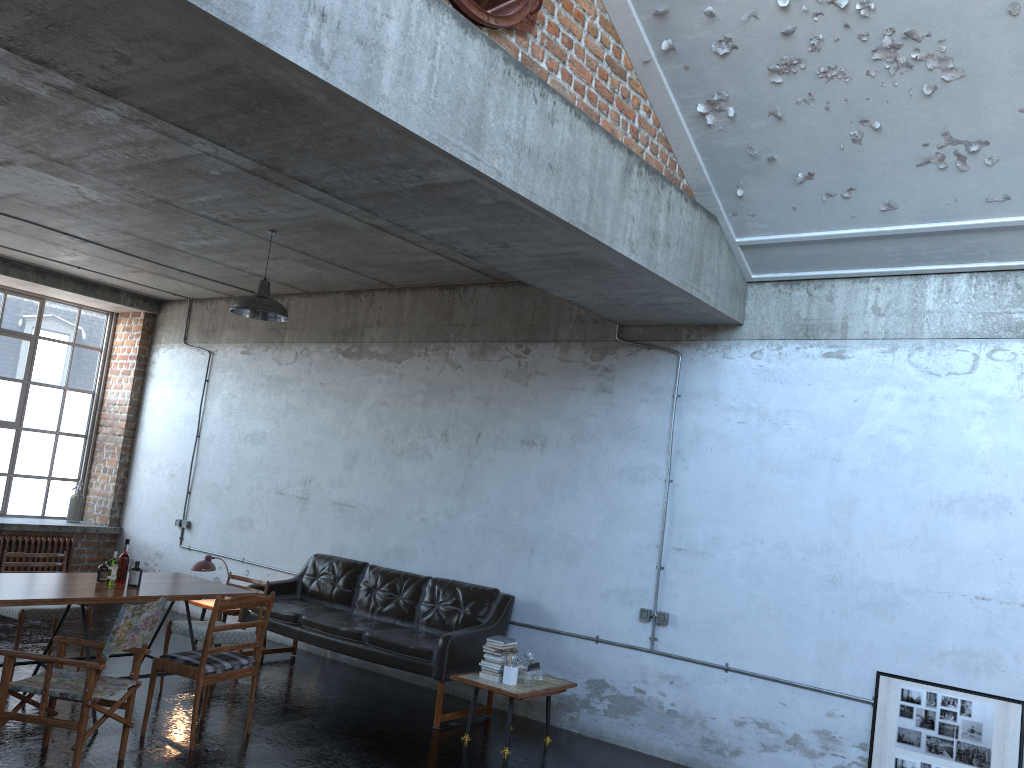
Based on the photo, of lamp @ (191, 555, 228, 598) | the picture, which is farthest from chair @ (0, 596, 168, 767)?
the picture

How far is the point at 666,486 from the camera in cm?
718

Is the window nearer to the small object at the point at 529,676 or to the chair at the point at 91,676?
the chair at the point at 91,676

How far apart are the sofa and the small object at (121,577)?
1.9m

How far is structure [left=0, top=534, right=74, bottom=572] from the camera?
10.4m

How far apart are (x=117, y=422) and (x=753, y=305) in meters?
8.7 m

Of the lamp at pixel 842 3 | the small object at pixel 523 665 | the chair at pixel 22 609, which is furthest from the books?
the lamp at pixel 842 3

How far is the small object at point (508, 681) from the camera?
6.70m

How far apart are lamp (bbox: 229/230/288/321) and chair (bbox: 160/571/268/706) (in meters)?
2.60

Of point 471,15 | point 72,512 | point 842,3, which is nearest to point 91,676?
point 471,15
